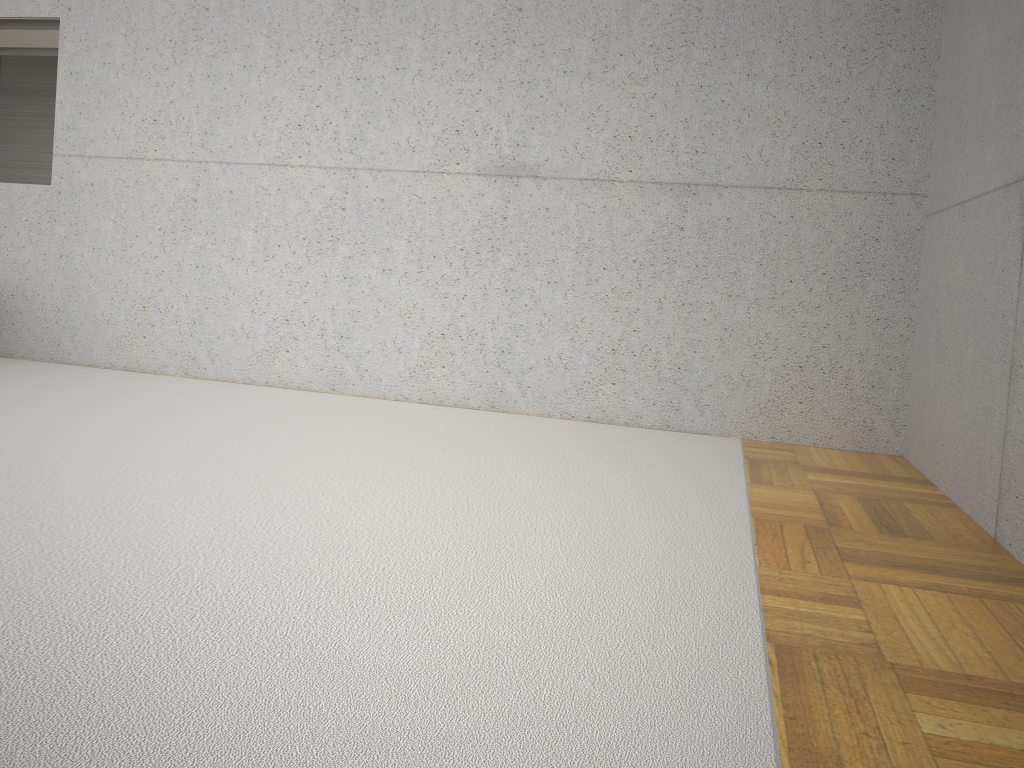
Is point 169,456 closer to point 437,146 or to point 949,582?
point 437,146
